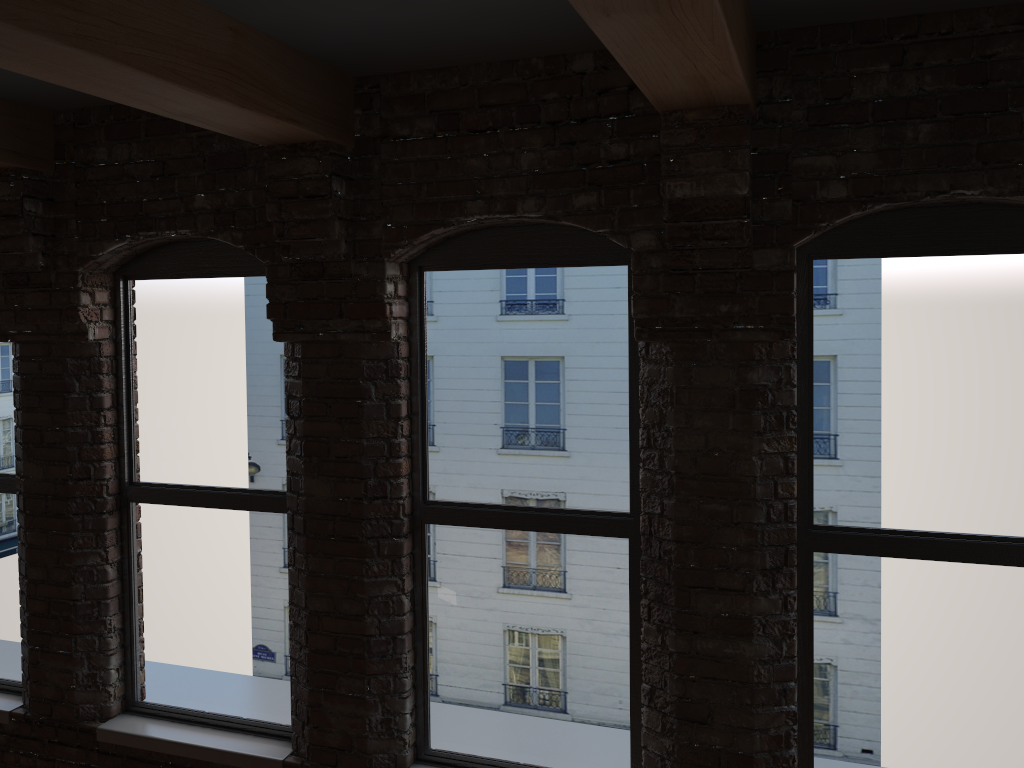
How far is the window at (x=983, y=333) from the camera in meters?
2.9

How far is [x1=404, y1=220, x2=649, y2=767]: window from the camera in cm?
331

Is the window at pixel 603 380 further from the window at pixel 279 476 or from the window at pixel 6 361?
the window at pixel 6 361

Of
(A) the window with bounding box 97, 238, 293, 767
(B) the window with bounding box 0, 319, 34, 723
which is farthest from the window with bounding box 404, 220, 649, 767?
(B) the window with bounding box 0, 319, 34, 723

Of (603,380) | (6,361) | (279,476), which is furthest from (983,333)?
(6,361)

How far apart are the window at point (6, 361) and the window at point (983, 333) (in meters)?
3.54

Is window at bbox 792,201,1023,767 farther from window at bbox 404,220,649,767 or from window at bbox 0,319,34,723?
window at bbox 0,319,34,723

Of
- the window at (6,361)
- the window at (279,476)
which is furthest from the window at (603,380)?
the window at (6,361)

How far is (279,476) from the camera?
3.8 meters

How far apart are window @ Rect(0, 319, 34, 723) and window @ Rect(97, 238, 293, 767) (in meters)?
0.55
